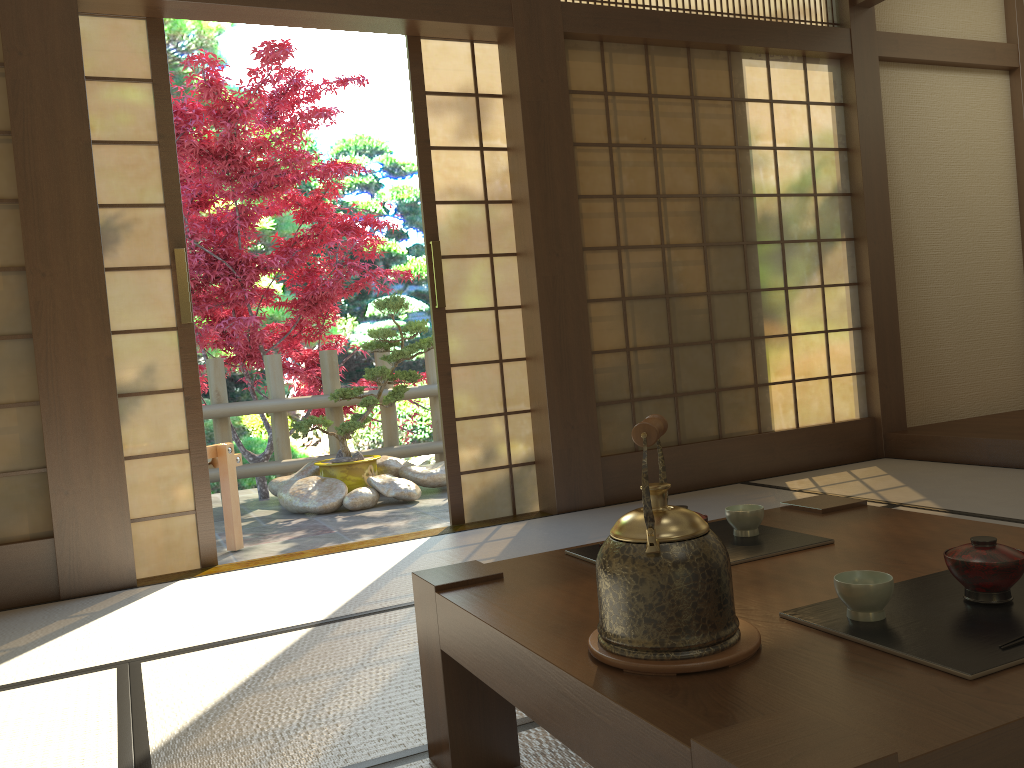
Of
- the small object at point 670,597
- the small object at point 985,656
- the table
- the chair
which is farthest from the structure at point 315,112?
the small object at point 985,656

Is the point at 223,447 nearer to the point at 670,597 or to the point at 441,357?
the point at 441,357

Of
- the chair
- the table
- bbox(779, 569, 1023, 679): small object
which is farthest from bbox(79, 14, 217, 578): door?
bbox(779, 569, 1023, 679): small object

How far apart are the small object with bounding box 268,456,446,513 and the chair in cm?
91

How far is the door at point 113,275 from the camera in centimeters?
351cm

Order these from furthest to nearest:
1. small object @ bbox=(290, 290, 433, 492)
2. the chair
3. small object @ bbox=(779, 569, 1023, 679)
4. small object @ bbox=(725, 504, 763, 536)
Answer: small object @ bbox=(290, 290, 433, 492)
the chair
small object @ bbox=(725, 504, 763, 536)
small object @ bbox=(779, 569, 1023, 679)

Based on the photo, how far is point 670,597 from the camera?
1.05m

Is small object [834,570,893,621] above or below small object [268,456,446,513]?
above

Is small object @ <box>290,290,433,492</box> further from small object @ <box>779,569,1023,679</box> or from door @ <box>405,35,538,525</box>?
small object @ <box>779,569,1023,679</box>

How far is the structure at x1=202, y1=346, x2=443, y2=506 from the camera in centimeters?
610cm
